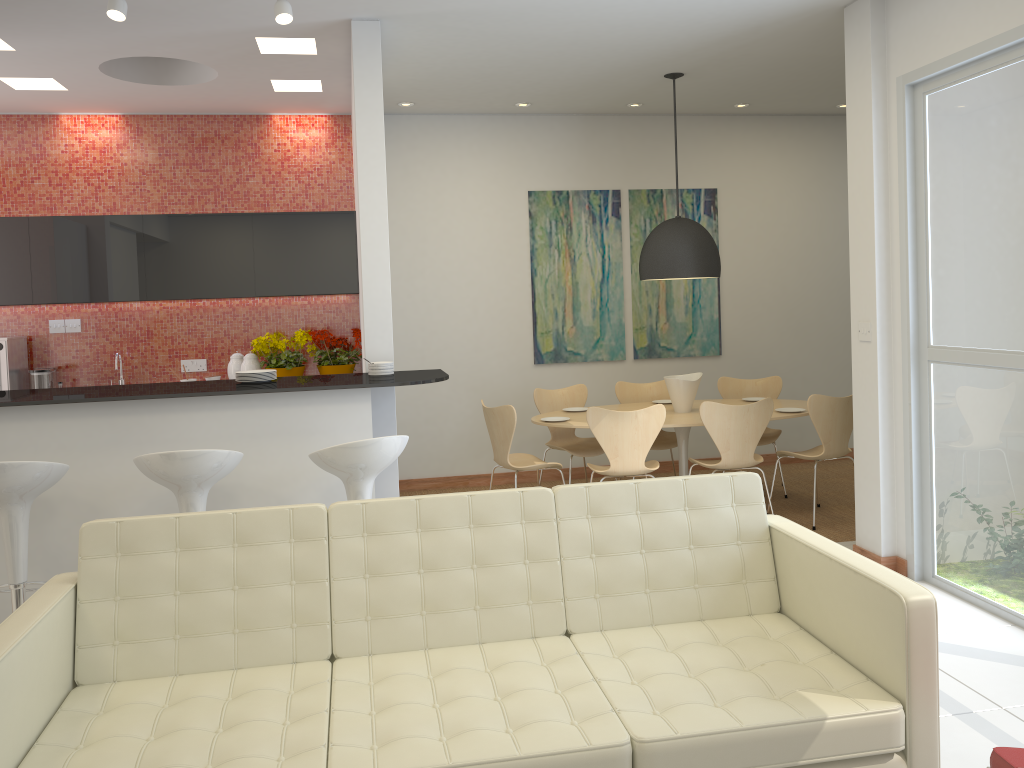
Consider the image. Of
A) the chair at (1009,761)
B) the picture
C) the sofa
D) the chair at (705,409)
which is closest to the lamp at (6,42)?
the sofa

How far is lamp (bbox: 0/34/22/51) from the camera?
5.1 meters

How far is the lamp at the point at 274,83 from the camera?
6.2m

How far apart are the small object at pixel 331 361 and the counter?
2.1 meters

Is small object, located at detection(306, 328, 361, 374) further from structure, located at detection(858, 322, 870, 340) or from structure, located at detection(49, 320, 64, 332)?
structure, located at detection(858, 322, 870, 340)

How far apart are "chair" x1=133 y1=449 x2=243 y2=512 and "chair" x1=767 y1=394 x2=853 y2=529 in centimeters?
374cm

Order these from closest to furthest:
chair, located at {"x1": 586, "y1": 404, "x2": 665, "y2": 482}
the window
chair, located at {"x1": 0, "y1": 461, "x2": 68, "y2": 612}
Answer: chair, located at {"x1": 0, "y1": 461, "x2": 68, "y2": 612} < the window < chair, located at {"x1": 586, "y1": 404, "x2": 665, "y2": 482}

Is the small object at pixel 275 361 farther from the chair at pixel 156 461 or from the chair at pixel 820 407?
the chair at pixel 820 407

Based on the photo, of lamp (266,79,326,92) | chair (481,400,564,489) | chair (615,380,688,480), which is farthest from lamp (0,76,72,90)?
chair (615,380,688,480)

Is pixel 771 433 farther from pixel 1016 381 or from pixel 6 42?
pixel 6 42
